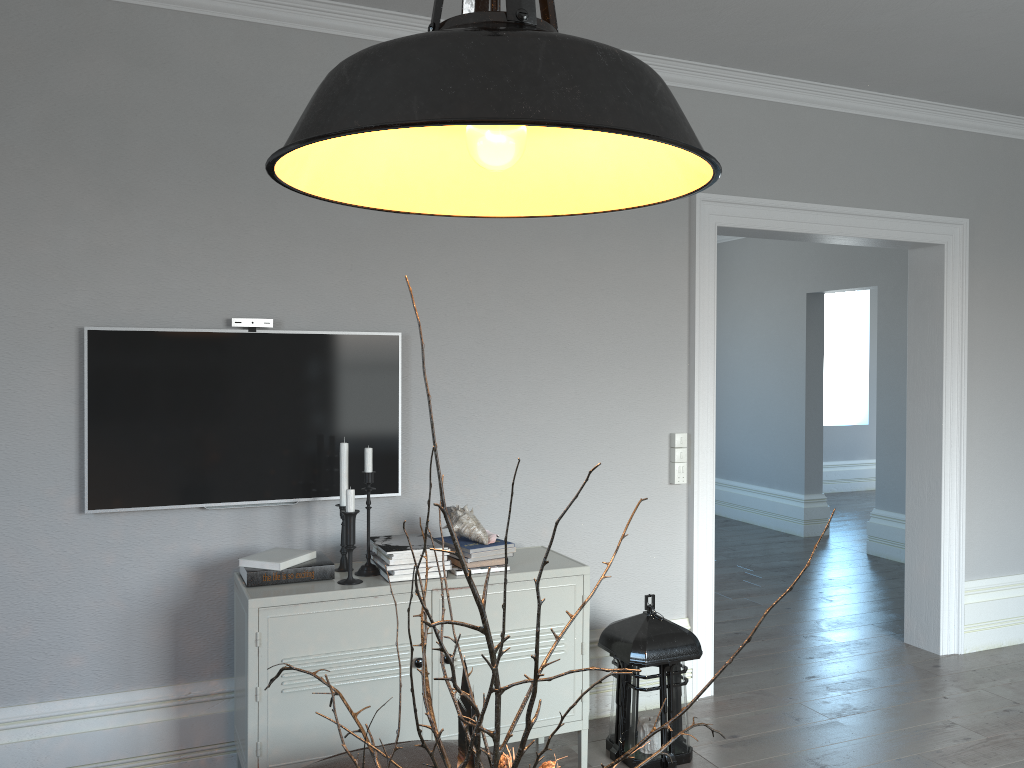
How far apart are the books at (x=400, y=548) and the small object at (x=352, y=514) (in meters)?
0.10

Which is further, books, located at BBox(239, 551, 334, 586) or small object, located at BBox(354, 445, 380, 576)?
small object, located at BBox(354, 445, 380, 576)

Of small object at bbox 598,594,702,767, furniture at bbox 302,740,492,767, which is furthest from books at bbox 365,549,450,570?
small object at bbox 598,594,702,767

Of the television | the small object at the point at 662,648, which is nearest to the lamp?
the television

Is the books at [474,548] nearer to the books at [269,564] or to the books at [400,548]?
the books at [400,548]

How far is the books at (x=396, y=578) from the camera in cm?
286

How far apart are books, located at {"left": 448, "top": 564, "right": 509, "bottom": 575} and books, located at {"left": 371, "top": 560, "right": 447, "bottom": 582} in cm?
8

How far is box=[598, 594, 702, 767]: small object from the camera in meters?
3.2

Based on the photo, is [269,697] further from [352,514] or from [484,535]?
[484,535]

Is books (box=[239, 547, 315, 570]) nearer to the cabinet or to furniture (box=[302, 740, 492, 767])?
the cabinet
